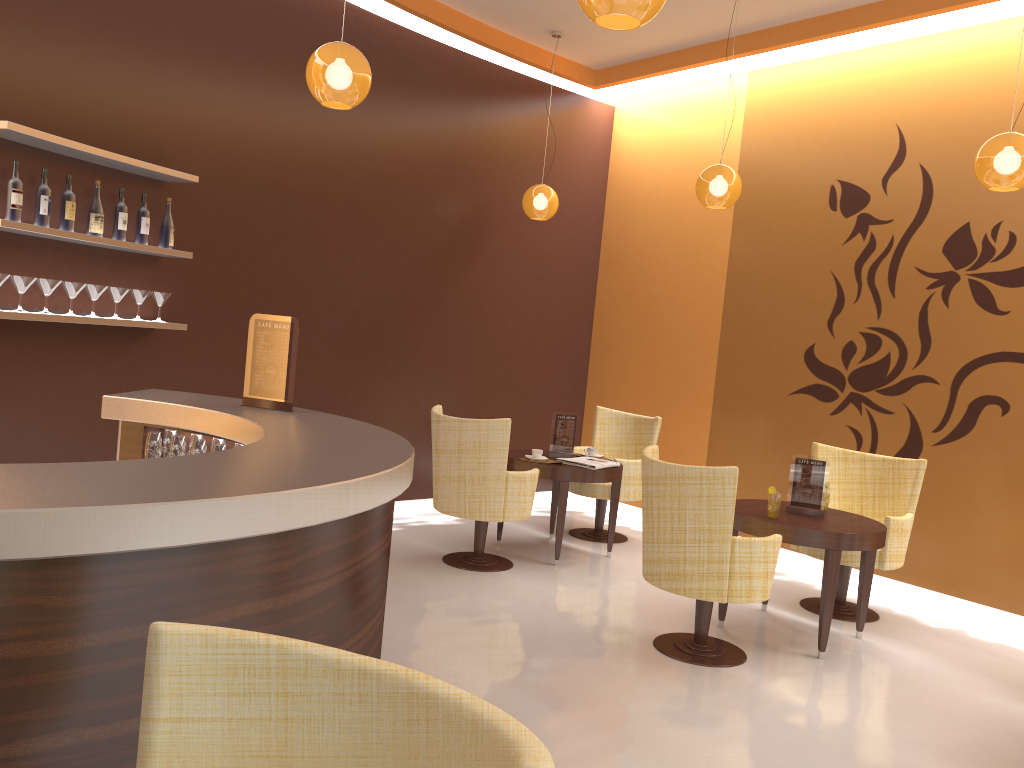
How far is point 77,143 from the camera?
4.4 meters

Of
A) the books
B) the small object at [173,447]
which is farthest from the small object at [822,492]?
the small object at [173,447]

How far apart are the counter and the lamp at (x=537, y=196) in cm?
369

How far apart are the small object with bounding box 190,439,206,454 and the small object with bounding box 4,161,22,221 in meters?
1.6

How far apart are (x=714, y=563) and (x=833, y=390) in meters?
2.9

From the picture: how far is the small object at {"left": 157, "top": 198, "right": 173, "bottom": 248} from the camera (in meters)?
5.15

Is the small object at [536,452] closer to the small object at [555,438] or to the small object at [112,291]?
the small object at [555,438]

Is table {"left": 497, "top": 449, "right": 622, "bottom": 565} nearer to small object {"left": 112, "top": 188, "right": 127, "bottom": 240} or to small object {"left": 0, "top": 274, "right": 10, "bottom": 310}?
small object {"left": 112, "top": 188, "right": 127, "bottom": 240}

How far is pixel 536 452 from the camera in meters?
6.2 m

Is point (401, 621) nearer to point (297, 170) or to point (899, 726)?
point (899, 726)
